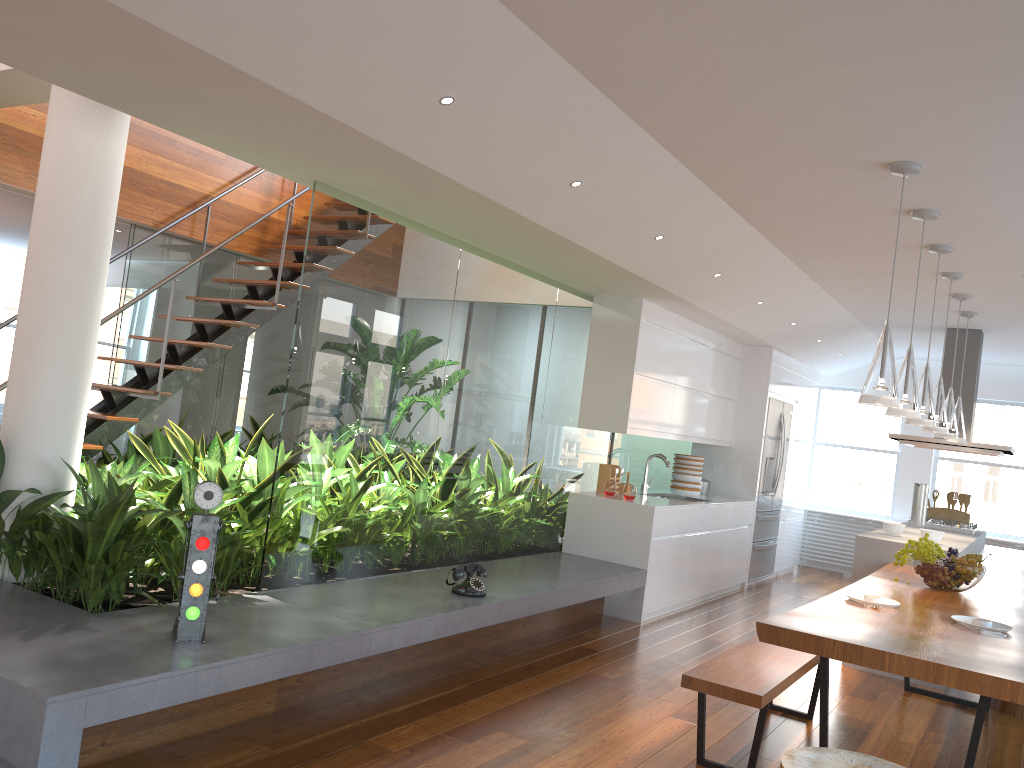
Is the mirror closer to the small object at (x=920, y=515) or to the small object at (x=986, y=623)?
the small object at (x=920, y=515)

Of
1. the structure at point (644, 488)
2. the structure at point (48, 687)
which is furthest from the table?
the structure at point (644, 488)

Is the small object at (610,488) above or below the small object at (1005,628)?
above

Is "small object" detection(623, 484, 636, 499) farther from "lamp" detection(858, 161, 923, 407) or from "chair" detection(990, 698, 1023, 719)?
"lamp" detection(858, 161, 923, 407)

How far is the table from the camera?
2.8m

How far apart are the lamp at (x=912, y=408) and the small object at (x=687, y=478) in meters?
3.7 m

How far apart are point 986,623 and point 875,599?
0.43m

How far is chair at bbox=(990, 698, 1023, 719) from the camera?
4.9m

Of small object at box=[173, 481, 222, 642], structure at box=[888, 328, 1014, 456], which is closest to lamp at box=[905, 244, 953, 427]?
structure at box=[888, 328, 1014, 456]

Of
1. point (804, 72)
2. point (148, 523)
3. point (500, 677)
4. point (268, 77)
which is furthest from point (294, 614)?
point (804, 72)
